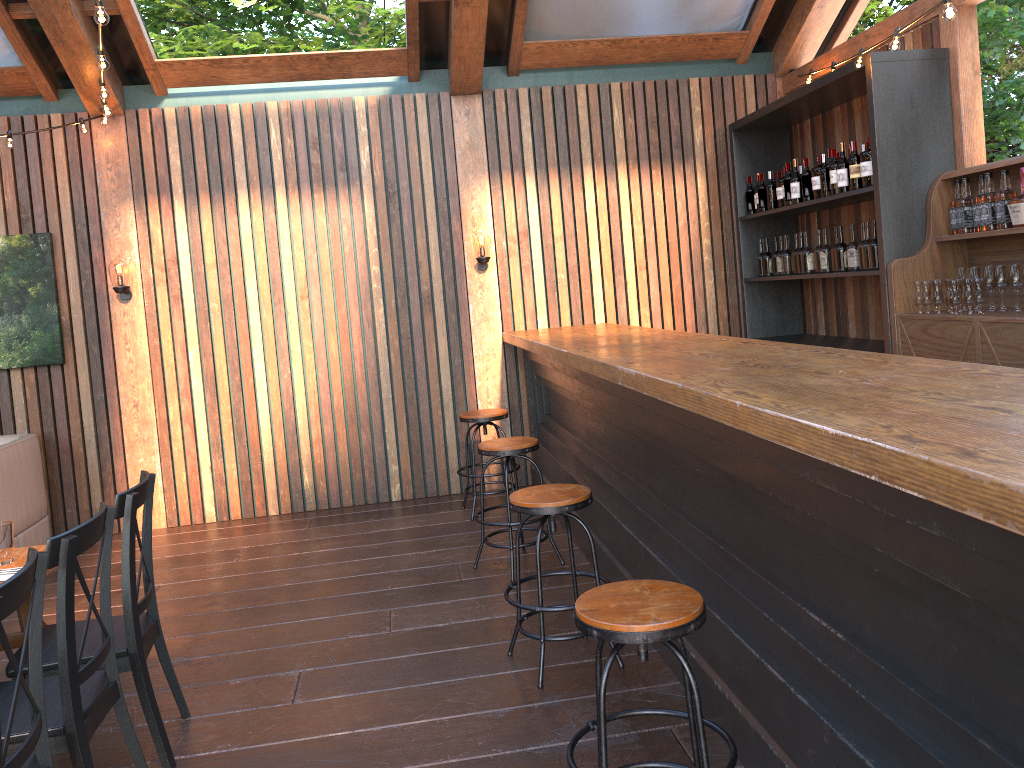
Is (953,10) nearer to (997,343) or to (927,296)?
(997,343)

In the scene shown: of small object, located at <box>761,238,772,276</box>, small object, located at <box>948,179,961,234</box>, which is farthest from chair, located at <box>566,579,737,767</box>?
small object, located at <box>761,238,772,276</box>

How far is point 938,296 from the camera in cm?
487

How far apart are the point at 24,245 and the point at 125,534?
4.4 meters

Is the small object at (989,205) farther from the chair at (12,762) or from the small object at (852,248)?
the chair at (12,762)

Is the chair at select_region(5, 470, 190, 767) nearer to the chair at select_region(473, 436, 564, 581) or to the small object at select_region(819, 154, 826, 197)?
the chair at select_region(473, 436, 564, 581)

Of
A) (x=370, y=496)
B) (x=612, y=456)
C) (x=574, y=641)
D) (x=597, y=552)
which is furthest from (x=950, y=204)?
(x=370, y=496)

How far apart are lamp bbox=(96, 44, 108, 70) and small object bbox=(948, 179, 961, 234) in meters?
4.6 m

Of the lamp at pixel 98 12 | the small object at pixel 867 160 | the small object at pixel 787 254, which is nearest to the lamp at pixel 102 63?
the lamp at pixel 98 12

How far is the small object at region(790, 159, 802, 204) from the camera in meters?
6.3 m
